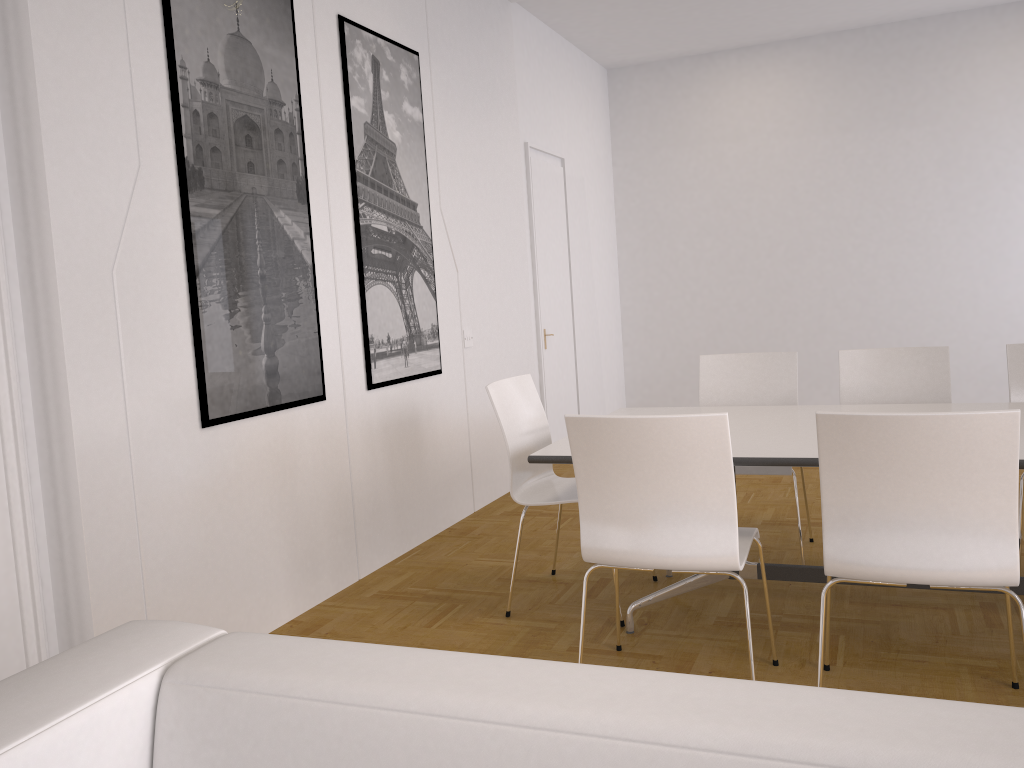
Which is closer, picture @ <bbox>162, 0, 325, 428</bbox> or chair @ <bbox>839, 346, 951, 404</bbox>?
Result: picture @ <bbox>162, 0, 325, 428</bbox>

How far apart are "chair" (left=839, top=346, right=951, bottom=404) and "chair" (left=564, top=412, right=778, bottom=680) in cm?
149

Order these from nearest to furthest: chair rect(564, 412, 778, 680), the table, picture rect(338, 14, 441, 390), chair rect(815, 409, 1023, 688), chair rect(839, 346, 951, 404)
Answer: chair rect(815, 409, 1023, 688) → chair rect(564, 412, 778, 680) → the table → chair rect(839, 346, 951, 404) → picture rect(338, 14, 441, 390)

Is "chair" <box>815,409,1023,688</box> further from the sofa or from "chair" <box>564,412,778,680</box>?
the sofa

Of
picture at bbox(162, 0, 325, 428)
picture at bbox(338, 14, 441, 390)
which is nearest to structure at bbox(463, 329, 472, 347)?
picture at bbox(338, 14, 441, 390)

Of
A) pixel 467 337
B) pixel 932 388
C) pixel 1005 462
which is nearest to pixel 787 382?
pixel 932 388

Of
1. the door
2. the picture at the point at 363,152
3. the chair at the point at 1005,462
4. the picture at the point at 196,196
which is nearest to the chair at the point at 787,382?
the chair at the point at 1005,462

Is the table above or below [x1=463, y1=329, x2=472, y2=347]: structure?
below

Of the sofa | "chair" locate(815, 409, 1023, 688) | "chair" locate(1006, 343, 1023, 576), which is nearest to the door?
"chair" locate(1006, 343, 1023, 576)

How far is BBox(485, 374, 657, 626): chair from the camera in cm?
359
